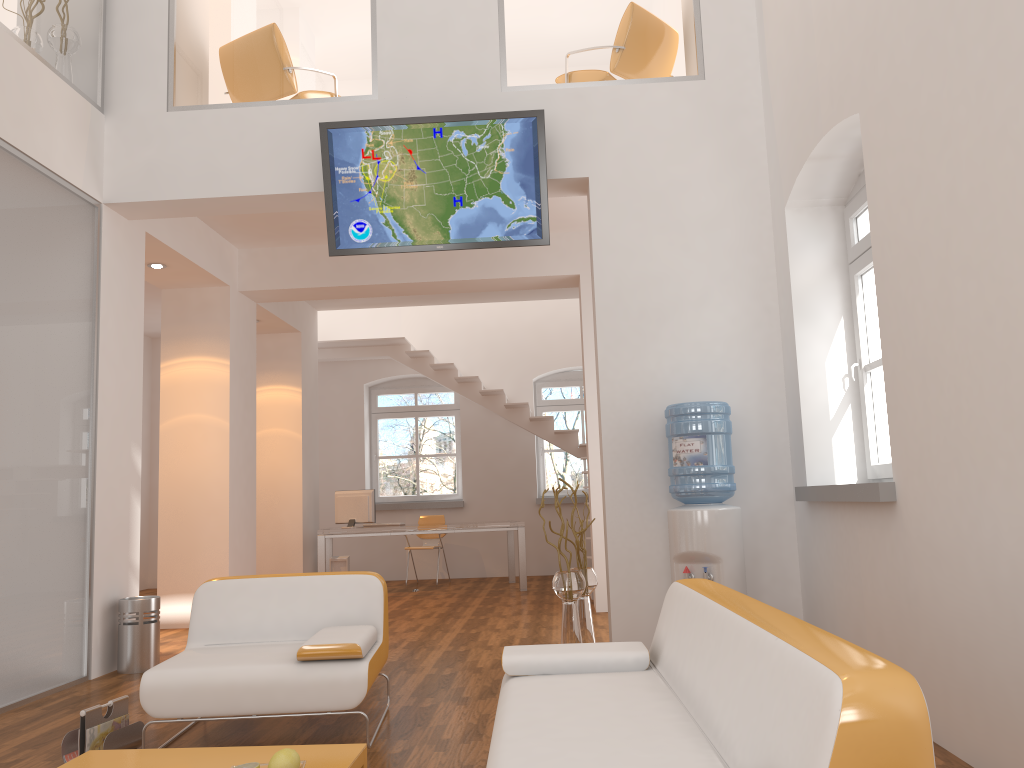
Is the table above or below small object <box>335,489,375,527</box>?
below

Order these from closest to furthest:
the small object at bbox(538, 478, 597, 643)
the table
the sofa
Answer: the sofa → the table → the small object at bbox(538, 478, 597, 643)

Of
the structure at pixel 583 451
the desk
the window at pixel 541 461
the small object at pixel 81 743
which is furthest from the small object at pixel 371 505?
the small object at pixel 81 743

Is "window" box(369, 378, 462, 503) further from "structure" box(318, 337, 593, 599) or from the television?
the television

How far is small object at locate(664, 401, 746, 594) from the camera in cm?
484

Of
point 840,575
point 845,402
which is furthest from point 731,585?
point 845,402

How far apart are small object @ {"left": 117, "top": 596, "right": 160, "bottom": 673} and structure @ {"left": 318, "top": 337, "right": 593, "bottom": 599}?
5.53m

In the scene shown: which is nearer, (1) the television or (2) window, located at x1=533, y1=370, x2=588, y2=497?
(1) the television

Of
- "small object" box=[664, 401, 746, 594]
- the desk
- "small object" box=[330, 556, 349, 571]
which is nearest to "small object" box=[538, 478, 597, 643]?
"small object" box=[664, 401, 746, 594]

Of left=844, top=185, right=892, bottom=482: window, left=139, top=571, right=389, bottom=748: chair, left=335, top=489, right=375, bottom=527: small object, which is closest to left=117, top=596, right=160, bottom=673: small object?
left=139, top=571, right=389, bottom=748: chair
